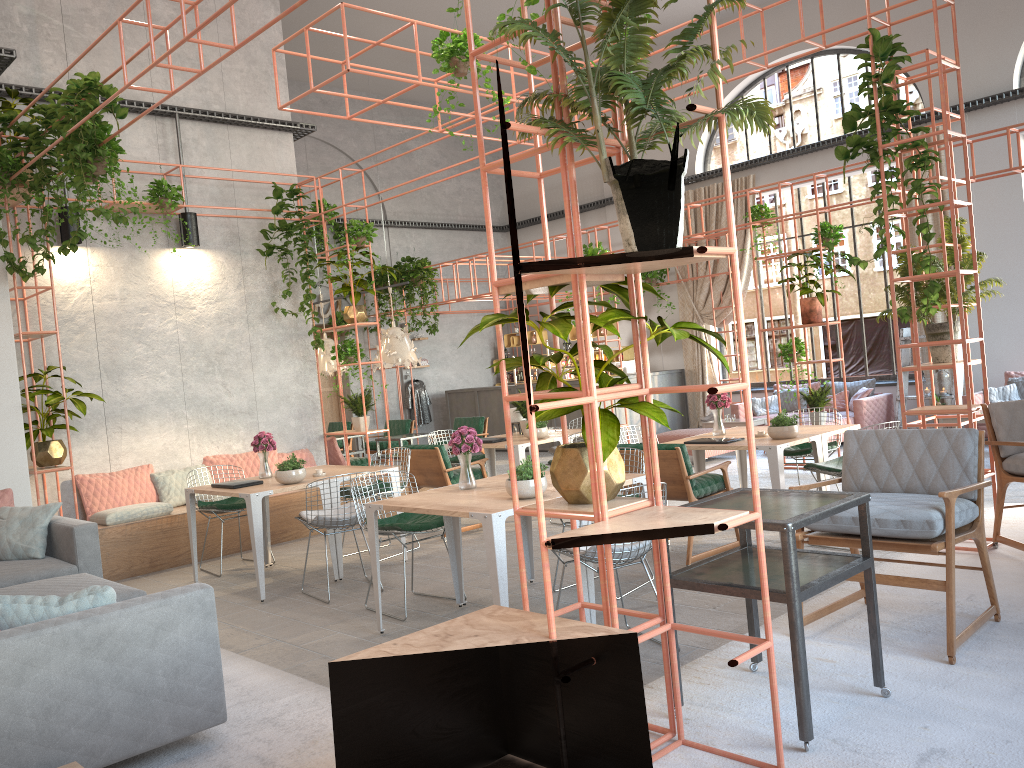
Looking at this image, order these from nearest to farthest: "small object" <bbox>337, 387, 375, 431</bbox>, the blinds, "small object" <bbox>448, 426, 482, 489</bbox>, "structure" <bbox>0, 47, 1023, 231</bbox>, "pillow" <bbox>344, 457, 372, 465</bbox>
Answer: "small object" <bbox>448, 426, 482, 489</bbox> → "structure" <bbox>0, 47, 1023, 231</bbox> → "small object" <bbox>337, 387, 375, 431</bbox> → "pillow" <bbox>344, 457, 372, 465</bbox> → the blinds

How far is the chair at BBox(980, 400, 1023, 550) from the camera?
5.25m

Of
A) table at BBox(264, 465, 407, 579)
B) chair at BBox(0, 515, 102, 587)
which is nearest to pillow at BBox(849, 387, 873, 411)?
table at BBox(264, 465, 407, 579)

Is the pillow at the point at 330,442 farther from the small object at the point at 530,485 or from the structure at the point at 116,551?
the small object at the point at 530,485

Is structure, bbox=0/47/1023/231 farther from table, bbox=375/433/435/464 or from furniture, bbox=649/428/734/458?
furniture, bbox=649/428/734/458

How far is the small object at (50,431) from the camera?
7.82m

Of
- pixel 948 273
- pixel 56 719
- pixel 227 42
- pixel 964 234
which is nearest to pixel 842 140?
pixel 964 234

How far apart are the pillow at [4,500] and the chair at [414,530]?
2.7m

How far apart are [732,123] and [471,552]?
5.6m

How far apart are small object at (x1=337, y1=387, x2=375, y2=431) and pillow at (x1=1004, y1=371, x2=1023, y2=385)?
8.66m
